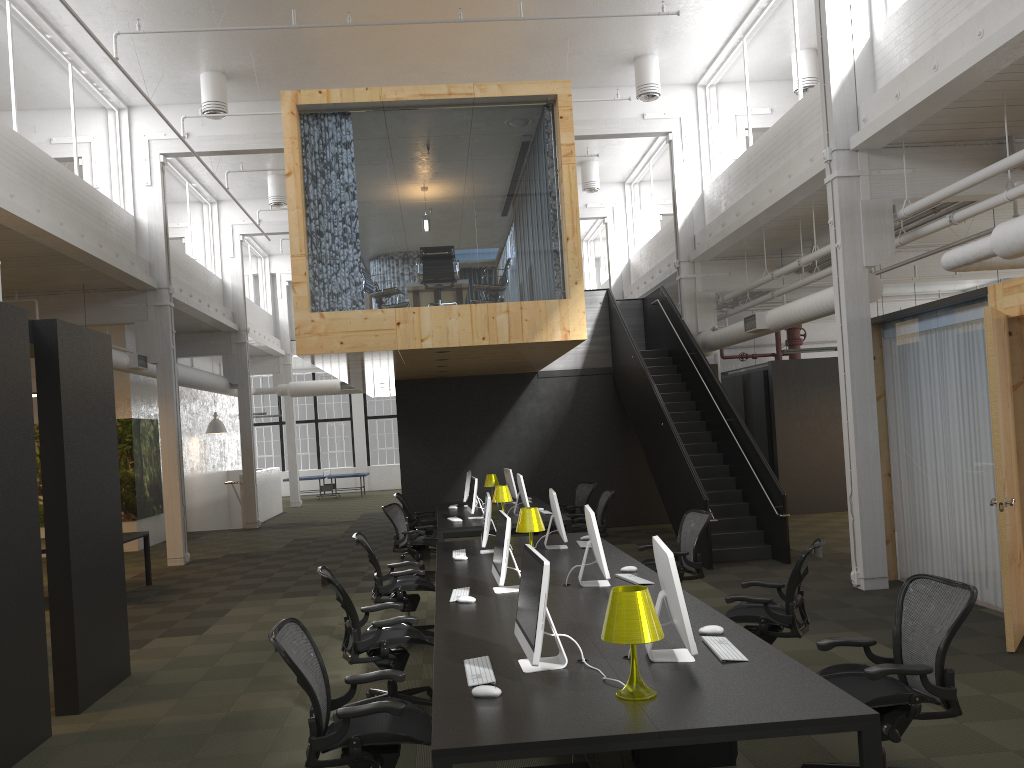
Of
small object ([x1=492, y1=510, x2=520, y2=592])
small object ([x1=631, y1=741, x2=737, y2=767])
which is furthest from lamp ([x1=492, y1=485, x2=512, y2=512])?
small object ([x1=631, y1=741, x2=737, y2=767])

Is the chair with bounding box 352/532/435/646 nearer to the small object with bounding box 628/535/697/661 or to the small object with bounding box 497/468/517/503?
the small object with bounding box 628/535/697/661

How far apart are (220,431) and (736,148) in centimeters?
1345cm

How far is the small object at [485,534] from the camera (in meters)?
7.73

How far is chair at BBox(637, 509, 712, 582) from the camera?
7.9 meters

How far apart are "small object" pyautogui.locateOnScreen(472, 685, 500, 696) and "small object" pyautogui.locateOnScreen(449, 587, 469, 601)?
2.2m

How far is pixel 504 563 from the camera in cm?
573

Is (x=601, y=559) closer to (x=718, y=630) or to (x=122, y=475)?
(x=718, y=630)

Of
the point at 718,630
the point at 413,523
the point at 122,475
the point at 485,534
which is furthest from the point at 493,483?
the point at 718,630

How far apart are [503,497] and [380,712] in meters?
6.9 m
